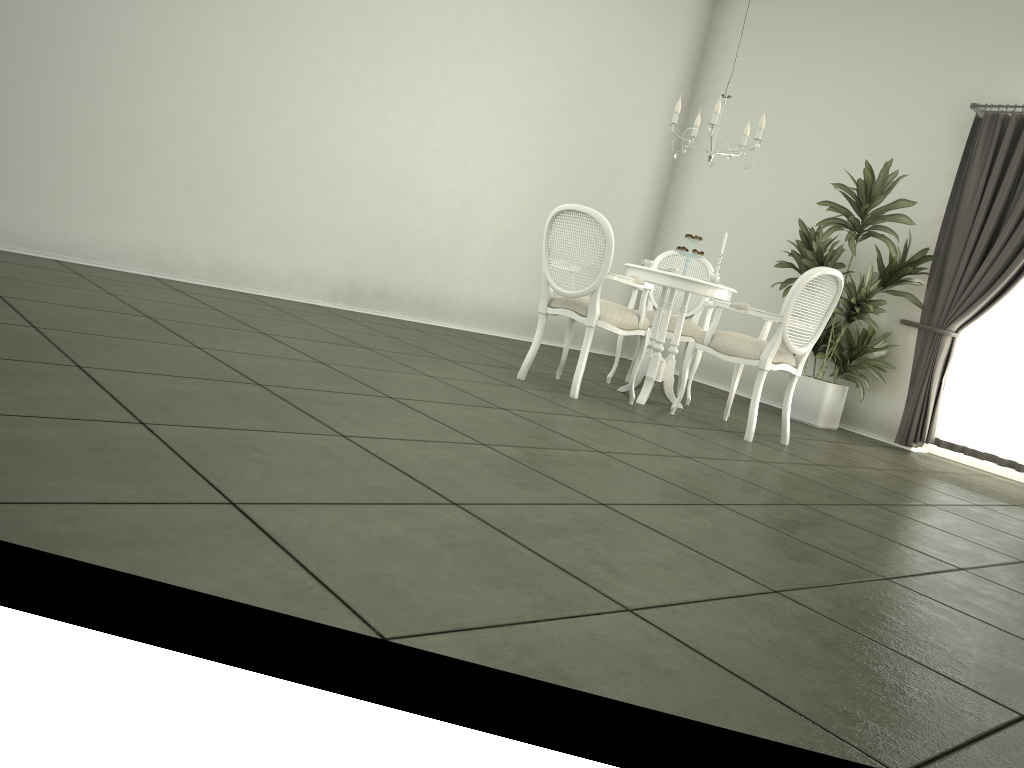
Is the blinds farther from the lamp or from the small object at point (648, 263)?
the small object at point (648, 263)

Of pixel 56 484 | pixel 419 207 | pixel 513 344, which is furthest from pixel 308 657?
pixel 513 344

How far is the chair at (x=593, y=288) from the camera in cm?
490

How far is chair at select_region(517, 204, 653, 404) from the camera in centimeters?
490cm

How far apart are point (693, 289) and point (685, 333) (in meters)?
0.75

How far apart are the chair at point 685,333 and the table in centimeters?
31cm

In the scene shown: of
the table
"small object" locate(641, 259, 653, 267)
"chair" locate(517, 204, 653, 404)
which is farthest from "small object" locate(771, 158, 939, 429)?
"chair" locate(517, 204, 653, 404)

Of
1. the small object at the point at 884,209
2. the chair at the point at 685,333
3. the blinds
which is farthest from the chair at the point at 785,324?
the blinds

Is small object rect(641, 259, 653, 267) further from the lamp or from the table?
the lamp

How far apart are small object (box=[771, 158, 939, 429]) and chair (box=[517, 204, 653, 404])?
2.0m
